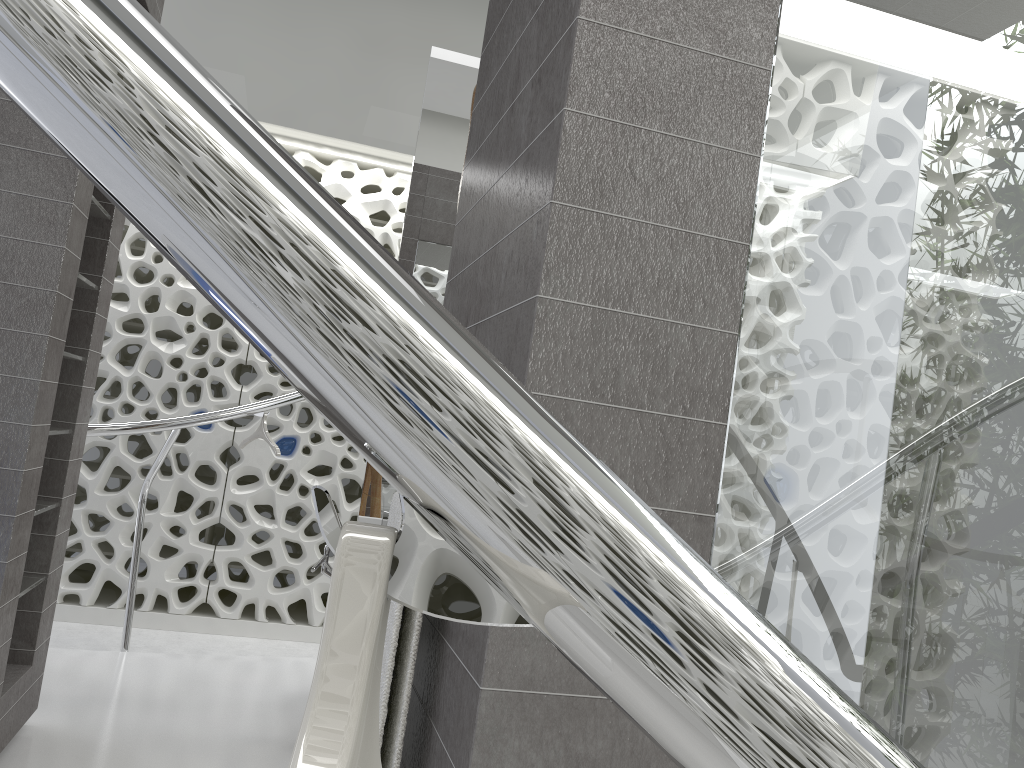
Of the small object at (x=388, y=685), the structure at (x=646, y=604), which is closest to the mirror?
the structure at (x=646, y=604)

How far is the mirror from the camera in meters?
3.6 m

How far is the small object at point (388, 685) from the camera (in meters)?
1.40

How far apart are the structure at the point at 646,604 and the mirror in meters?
1.1

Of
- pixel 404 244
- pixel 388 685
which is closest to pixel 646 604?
pixel 388 685

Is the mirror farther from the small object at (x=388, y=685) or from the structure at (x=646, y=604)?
the small object at (x=388, y=685)

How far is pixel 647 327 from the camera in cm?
126

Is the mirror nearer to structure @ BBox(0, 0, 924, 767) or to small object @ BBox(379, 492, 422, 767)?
structure @ BBox(0, 0, 924, 767)

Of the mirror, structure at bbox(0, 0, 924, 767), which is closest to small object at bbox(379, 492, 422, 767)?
structure at bbox(0, 0, 924, 767)

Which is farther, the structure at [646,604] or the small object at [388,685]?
the small object at [388,685]
